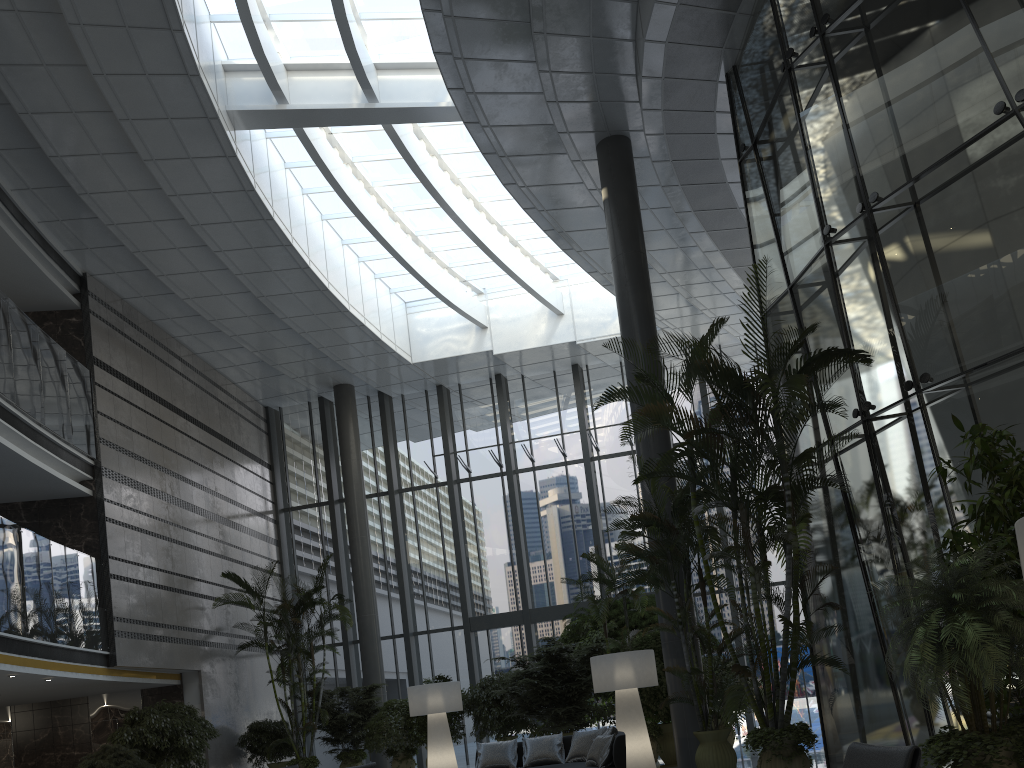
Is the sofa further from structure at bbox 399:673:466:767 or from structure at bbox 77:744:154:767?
structure at bbox 77:744:154:767

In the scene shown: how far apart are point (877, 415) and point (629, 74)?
5.9 meters

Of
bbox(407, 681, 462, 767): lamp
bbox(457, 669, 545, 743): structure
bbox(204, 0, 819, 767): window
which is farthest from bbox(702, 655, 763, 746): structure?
bbox(204, 0, 819, 767): window

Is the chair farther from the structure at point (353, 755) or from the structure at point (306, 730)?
the structure at point (353, 755)

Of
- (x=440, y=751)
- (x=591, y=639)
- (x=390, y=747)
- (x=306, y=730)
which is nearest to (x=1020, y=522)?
(x=440, y=751)

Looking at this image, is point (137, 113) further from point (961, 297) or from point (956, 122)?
point (961, 297)

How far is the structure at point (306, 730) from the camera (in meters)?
14.56

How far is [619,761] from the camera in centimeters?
799cm

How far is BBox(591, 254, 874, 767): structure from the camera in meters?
6.7

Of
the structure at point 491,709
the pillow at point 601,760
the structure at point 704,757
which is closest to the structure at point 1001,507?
the structure at point 704,757
